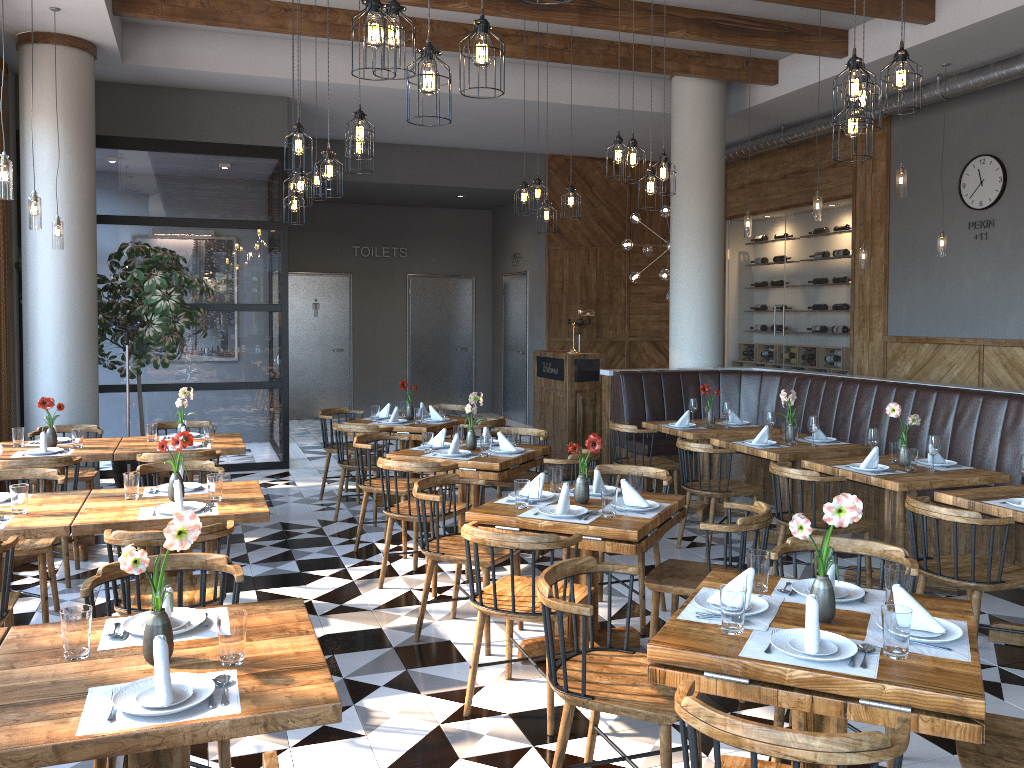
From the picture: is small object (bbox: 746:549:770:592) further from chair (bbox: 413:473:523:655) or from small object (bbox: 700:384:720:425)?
small object (bbox: 700:384:720:425)

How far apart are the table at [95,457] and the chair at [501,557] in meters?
2.5

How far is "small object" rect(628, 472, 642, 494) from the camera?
4.5 meters

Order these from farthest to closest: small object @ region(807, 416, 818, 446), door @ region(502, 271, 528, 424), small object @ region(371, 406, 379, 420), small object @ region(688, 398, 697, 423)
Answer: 1. door @ region(502, 271, 528, 424)
2. small object @ region(371, 406, 379, 420)
3. small object @ region(688, 398, 697, 423)
4. small object @ region(807, 416, 818, 446)

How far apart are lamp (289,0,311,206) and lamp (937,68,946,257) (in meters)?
5.85

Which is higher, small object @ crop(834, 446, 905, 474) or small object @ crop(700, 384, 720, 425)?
small object @ crop(700, 384, 720, 425)

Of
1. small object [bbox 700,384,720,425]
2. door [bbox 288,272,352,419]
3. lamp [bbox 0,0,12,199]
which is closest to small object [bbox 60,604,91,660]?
lamp [bbox 0,0,12,199]

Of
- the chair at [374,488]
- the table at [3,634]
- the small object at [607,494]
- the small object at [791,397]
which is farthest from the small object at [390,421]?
the table at [3,634]

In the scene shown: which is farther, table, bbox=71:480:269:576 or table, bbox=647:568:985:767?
table, bbox=71:480:269:576

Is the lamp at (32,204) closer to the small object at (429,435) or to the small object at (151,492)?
the small object at (151,492)
